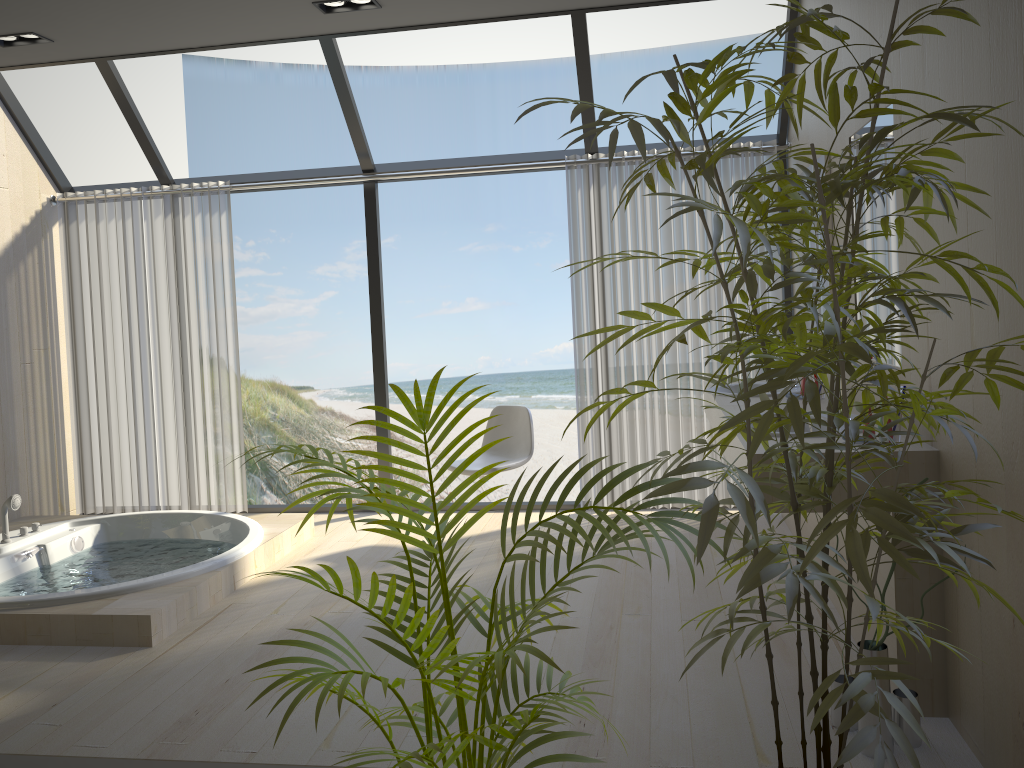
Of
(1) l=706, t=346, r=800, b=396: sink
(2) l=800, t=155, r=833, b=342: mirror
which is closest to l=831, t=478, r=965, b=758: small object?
(1) l=706, t=346, r=800, b=396: sink

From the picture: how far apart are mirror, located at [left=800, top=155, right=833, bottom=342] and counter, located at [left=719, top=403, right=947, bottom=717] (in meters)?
0.76

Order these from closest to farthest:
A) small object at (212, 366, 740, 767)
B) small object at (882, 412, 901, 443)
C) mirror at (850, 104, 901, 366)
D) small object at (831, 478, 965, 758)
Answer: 1. small object at (212, 366, 740, 767)
2. small object at (831, 478, 965, 758)
3. small object at (882, 412, 901, 443)
4. mirror at (850, 104, 901, 366)

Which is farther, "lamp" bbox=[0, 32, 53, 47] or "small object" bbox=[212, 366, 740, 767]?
"lamp" bbox=[0, 32, 53, 47]

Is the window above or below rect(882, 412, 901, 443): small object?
above

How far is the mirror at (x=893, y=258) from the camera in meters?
2.9

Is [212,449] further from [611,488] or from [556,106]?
[556,106]

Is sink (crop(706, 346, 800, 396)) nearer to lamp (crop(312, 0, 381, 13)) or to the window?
the window

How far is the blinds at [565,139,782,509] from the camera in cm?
503

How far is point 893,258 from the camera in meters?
2.9
